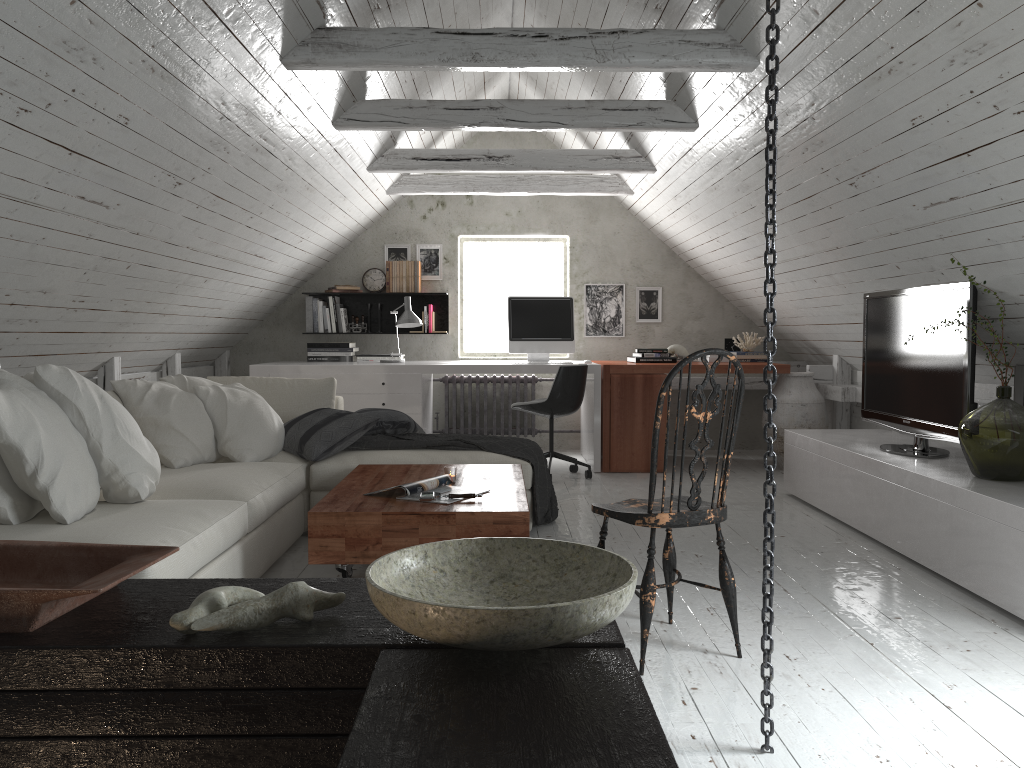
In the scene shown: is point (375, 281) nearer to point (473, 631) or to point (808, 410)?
point (808, 410)

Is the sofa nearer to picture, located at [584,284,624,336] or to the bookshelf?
the bookshelf

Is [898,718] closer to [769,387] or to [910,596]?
[769,387]

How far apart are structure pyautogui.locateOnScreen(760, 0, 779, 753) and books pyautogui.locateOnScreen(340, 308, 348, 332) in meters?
5.4 m

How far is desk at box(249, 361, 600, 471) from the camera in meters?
6.1 m

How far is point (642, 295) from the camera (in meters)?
7.32

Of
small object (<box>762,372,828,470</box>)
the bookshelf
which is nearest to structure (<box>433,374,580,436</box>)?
the bookshelf

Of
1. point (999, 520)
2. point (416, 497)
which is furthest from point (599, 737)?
point (999, 520)

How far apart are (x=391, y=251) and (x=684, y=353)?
2.5 meters

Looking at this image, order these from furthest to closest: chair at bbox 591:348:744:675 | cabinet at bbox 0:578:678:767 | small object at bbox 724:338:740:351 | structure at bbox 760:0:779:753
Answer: small object at bbox 724:338:740:351
chair at bbox 591:348:744:675
structure at bbox 760:0:779:753
cabinet at bbox 0:578:678:767
